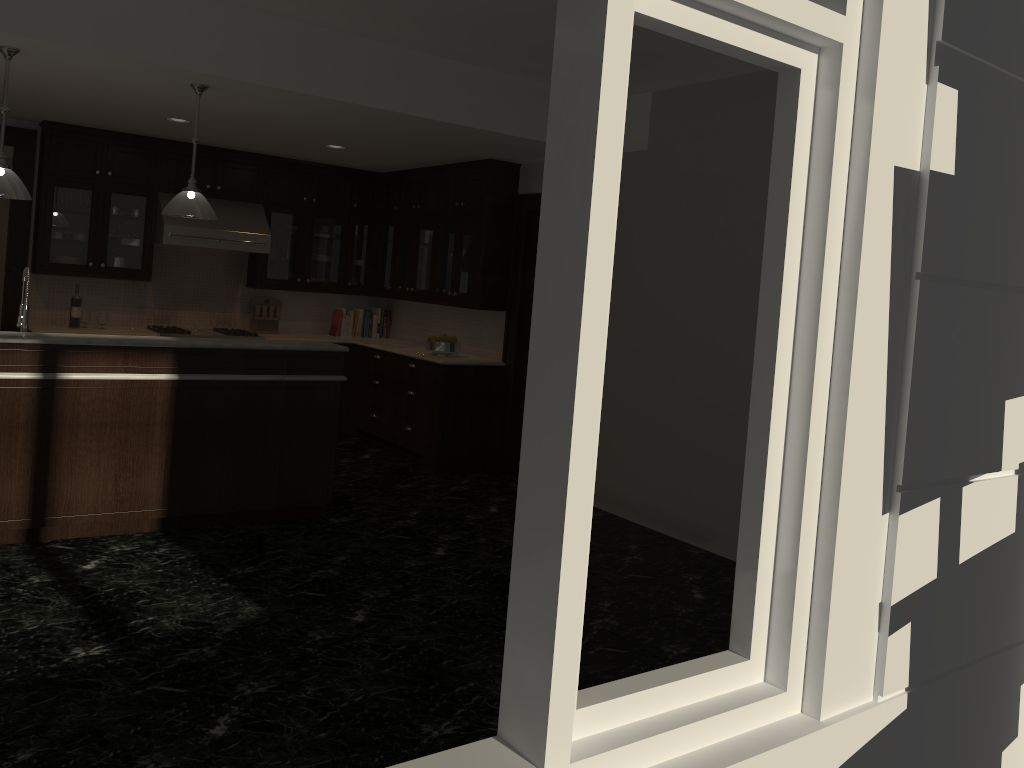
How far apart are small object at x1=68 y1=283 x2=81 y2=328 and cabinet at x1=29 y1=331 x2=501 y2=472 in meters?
2.4

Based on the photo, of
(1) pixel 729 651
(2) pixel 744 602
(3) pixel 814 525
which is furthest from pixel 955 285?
(1) pixel 729 651

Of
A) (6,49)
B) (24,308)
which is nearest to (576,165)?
(6,49)

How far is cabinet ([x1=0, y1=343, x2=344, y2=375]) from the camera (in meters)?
4.56

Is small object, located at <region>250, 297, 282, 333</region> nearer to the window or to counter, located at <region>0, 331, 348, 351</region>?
counter, located at <region>0, 331, 348, 351</region>

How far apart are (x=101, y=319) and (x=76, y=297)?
0.26m

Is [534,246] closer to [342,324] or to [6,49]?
[342,324]

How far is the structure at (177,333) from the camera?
7.6 meters

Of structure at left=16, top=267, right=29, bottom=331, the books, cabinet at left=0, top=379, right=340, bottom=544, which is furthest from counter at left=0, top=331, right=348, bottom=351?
the books

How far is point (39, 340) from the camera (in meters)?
4.55
